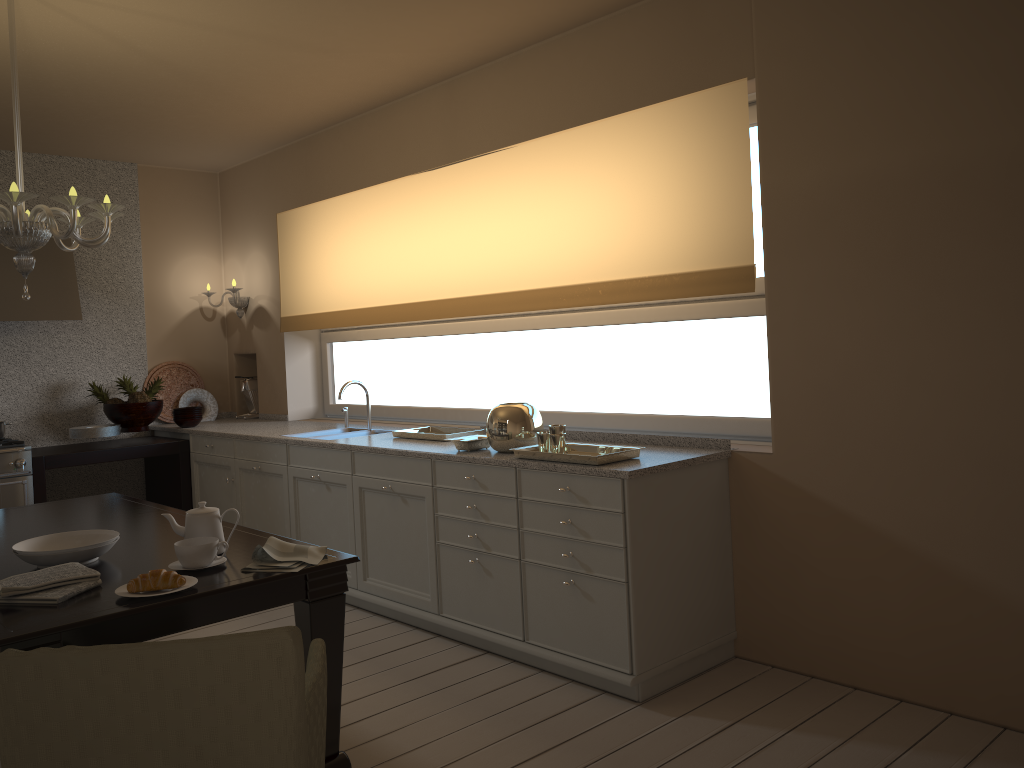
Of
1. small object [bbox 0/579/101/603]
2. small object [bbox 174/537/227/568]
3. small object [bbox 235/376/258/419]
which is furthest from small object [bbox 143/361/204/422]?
small object [bbox 0/579/101/603]

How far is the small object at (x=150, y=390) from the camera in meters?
5.7

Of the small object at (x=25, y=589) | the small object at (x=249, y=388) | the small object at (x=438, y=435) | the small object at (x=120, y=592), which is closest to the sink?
the small object at (x=438, y=435)

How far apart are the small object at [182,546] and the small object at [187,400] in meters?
3.8

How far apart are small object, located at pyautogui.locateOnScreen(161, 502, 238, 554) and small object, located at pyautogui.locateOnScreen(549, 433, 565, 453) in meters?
1.2 m

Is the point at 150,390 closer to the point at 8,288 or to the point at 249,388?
the point at 249,388

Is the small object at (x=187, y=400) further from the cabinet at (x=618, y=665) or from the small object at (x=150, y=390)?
the cabinet at (x=618, y=665)

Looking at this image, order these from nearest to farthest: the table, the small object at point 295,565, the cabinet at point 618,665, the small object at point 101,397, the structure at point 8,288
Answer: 1. the table
2. the small object at point 295,565
3. the cabinet at point 618,665
4. the structure at point 8,288
5. the small object at point 101,397

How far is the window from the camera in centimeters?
363cm

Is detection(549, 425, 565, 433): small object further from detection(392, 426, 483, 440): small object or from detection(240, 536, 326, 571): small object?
detection(240, 536, 326, 571): small object
